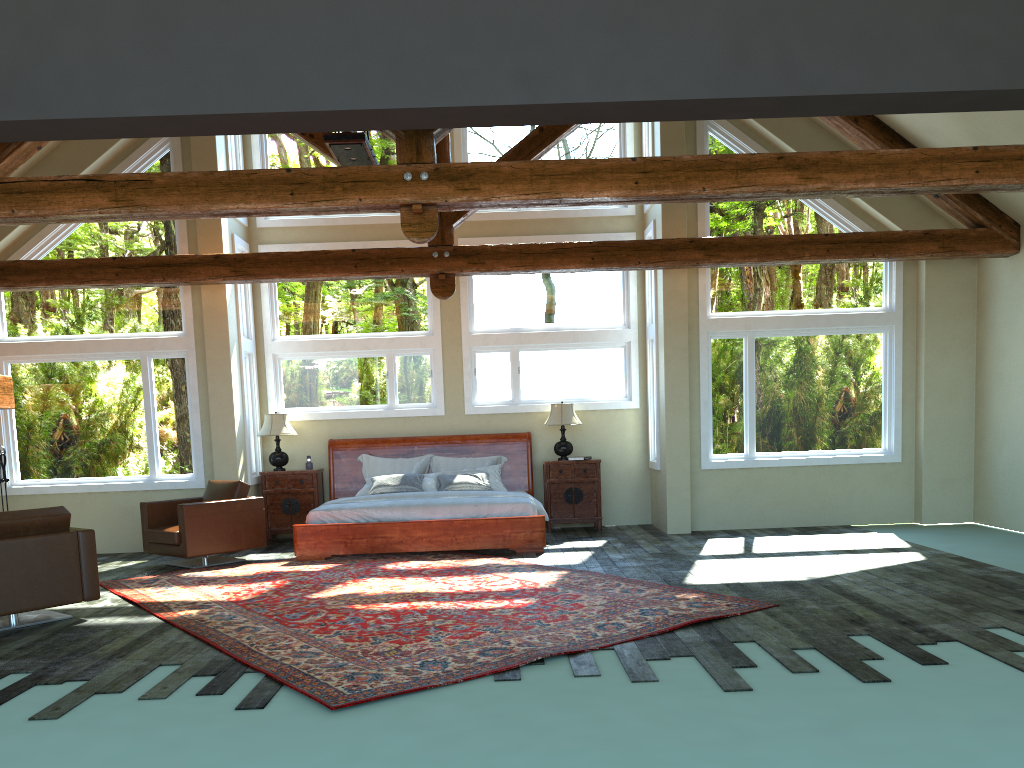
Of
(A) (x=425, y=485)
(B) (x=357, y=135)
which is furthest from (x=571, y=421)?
(B) (x=357, y=135)

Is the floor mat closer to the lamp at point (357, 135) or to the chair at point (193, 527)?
the chair at point (193, 527)

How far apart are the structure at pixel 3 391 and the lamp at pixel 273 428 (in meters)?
2.78

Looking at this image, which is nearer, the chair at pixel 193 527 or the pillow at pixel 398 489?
the chair at pixel 193 527

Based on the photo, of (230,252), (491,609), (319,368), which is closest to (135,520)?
(319,368)

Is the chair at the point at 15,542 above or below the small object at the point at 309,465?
below

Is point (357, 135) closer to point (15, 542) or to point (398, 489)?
point (398, 489)

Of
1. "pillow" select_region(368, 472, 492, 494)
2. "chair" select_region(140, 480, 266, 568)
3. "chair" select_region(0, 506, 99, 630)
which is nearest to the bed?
"pillow" select_region(368, 472, 492, 494)

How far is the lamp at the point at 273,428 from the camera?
11.2m

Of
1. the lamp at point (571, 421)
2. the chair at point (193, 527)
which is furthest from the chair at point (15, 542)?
the lamp at point (571, 421)
